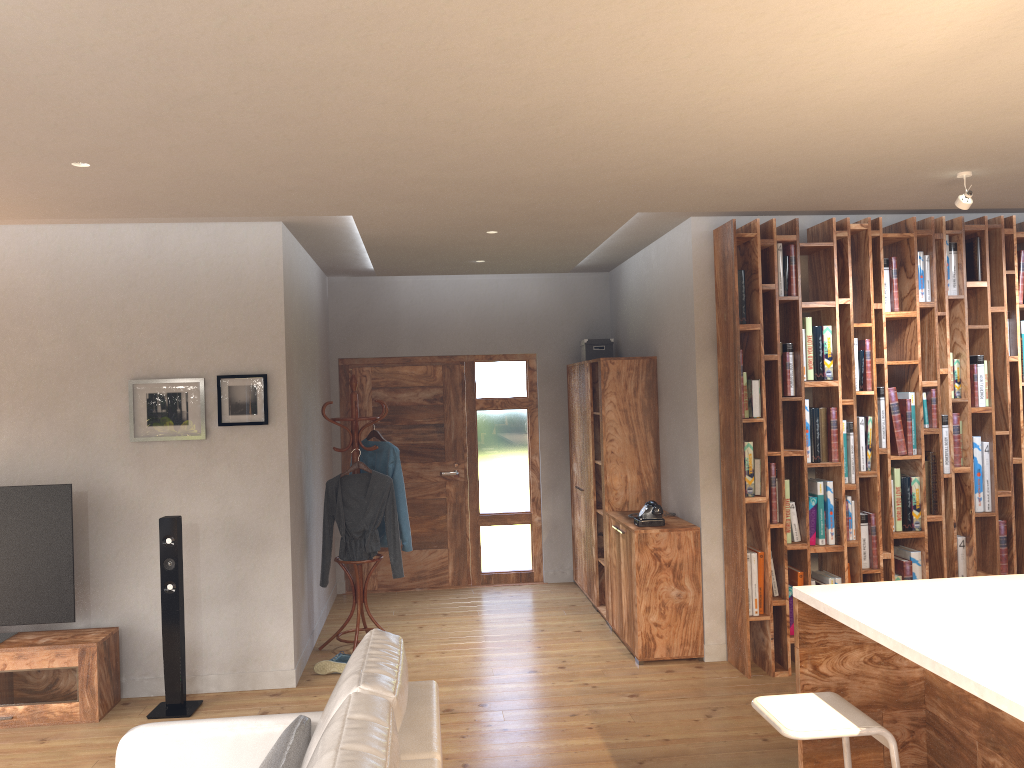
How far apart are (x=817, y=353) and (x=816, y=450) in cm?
58

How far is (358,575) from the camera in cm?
600

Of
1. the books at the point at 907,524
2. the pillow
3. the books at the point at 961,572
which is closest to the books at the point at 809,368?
the books at the point at 907,524

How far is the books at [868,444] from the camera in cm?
533

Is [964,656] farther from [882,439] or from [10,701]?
[10,701]

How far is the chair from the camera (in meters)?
2.54

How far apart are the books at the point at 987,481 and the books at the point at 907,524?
0.50m

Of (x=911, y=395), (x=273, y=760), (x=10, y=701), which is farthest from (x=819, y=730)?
(x=10, y=701)

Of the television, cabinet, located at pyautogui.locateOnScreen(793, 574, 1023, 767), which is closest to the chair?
cabinet, located at pyautogui.locateOnScreen(793, 574, 1023, 767)

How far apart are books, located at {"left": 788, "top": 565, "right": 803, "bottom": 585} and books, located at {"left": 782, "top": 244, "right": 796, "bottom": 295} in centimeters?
168cm
